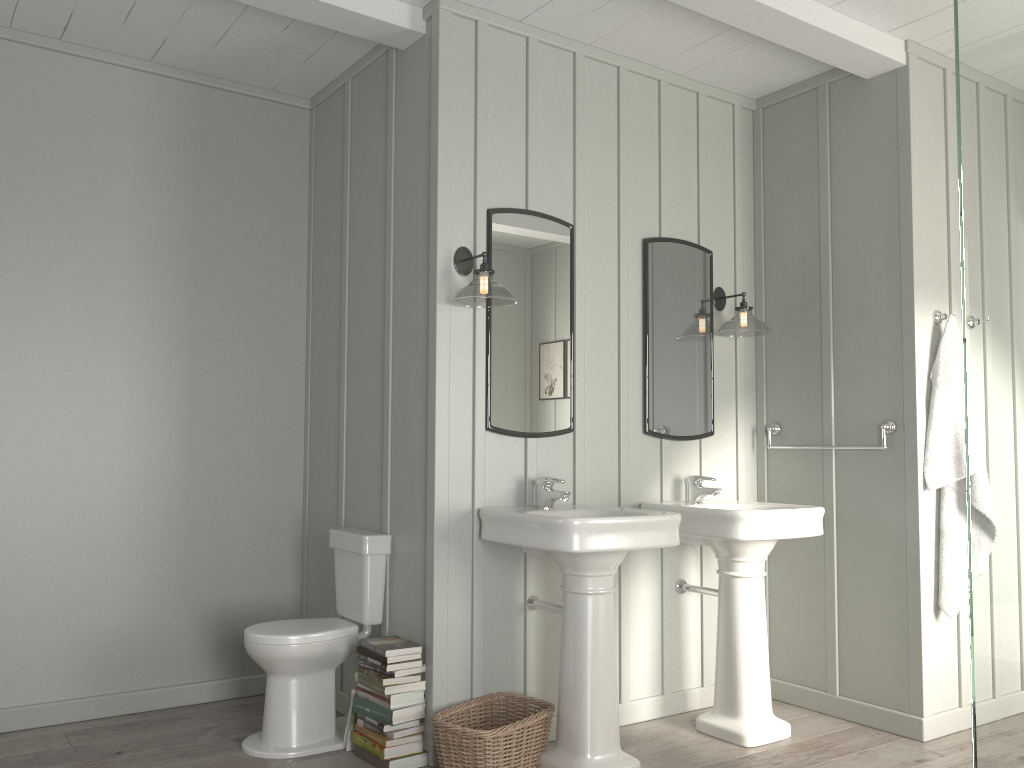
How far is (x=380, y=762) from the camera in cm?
302

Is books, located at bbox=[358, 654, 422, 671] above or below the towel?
below

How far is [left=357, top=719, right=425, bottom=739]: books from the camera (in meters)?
3.09

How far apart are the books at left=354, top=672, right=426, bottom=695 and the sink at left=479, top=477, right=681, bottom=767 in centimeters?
61cm

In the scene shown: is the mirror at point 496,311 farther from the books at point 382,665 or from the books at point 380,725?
the books at point 380,725

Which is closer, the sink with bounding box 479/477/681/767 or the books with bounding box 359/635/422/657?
the sink with bounding box 479/477/681/767

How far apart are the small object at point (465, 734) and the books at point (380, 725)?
0.2 meters

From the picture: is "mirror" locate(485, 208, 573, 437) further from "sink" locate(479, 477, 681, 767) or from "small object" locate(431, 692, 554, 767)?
"small object" locate(431, 692, 554, 767)

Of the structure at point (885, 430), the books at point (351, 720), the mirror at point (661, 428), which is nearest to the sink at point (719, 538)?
the mirror at point (661, 428)

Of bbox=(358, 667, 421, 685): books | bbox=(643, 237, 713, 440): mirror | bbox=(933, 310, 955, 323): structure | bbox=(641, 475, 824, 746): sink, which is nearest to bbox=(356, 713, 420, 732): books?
bbox=(358, 667, 421, 685): books
